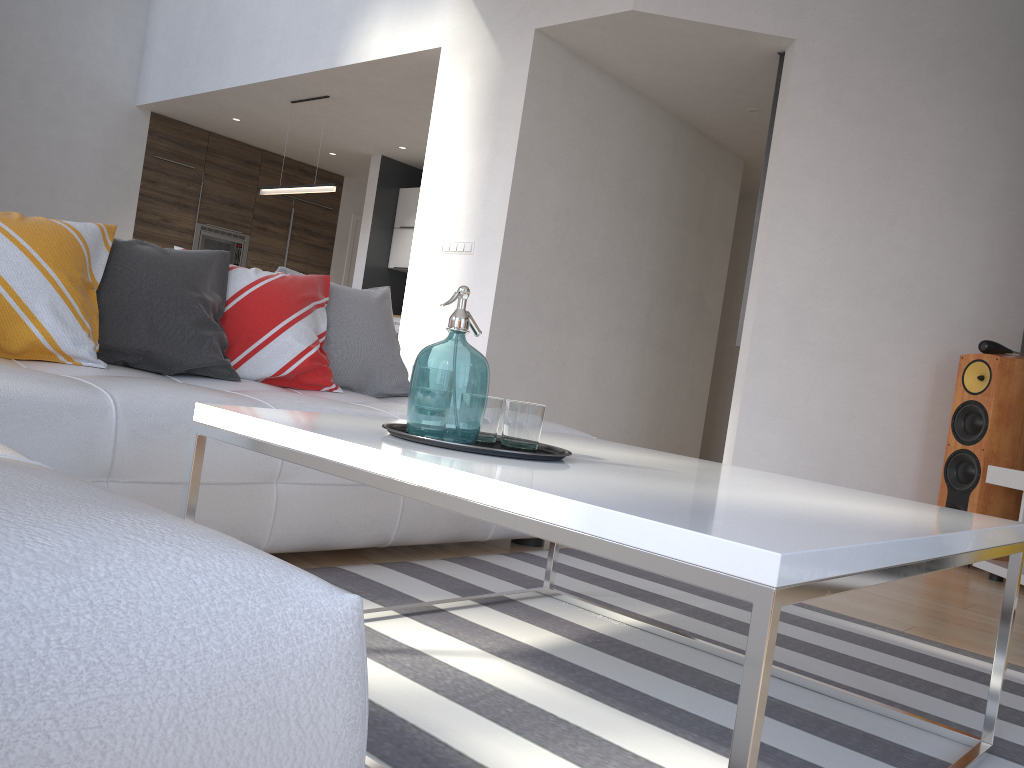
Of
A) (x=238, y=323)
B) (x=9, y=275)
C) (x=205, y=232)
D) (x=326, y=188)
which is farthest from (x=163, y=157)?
(x=9, y=275)

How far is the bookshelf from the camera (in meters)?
3.78

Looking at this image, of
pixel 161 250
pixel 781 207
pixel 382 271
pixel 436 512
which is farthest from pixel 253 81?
pixel 436 512

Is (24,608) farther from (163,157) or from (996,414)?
(163,157)

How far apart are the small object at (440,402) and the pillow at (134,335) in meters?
1.2

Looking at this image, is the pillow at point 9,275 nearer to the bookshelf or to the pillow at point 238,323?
the pillow at point 238,323

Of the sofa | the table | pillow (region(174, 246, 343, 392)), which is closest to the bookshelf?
the sofa

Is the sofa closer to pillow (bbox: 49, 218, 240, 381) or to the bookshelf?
pillow (bbox: 49, 218, 240, 381)

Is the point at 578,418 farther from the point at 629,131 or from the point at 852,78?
the point at 852,78

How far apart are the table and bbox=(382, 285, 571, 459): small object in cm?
1
